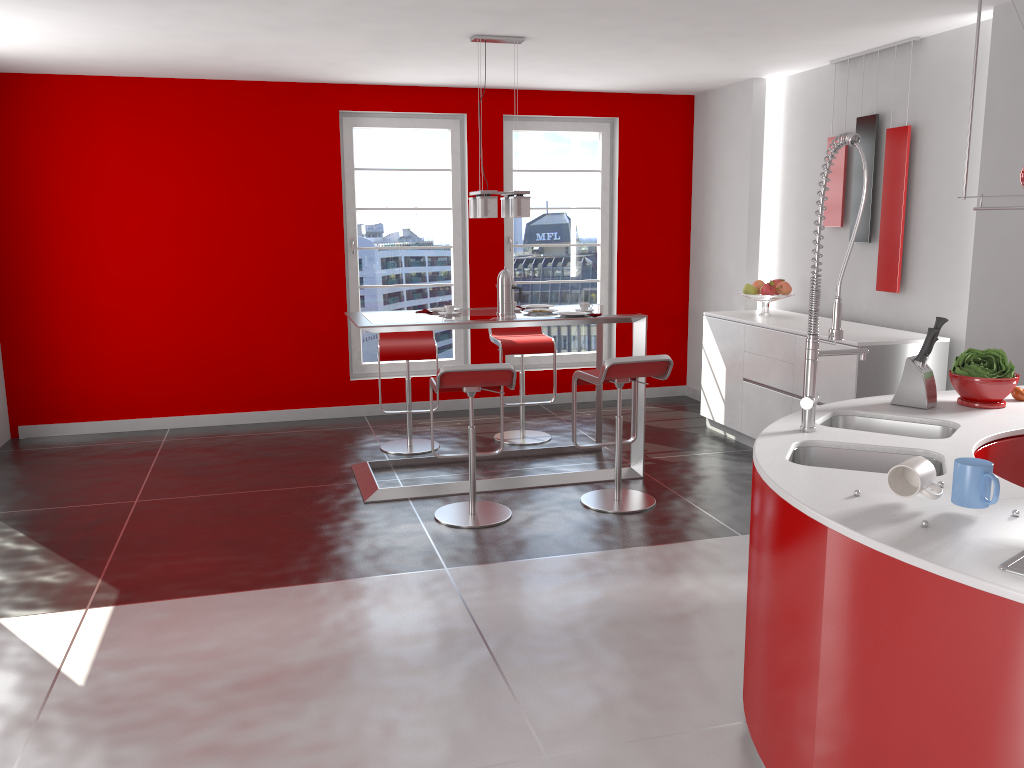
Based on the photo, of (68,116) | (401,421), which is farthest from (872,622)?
(68,116)

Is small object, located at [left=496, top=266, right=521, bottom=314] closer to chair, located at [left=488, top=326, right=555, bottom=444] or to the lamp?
the lamp

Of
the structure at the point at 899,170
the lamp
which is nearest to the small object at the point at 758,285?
the structure at the point at 899,170

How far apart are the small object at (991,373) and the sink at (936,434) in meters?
0.3 m

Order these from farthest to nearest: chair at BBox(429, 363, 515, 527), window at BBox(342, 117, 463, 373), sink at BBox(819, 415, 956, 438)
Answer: window at BBox(342, 117, 463, 373), chair at BBox(429, 363, 515, 527), sink at BBox(819, 415, 956, 438)

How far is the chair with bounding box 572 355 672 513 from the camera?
4.61m

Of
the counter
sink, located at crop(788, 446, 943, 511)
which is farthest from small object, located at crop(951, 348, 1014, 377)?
sink, located at crop(788, 446, 943, 511)

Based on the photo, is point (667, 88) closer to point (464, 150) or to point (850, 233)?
point (464, 150)

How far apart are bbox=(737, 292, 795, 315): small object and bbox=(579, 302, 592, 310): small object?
1.47m

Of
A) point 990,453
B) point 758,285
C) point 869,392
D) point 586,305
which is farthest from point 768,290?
point 990,453
